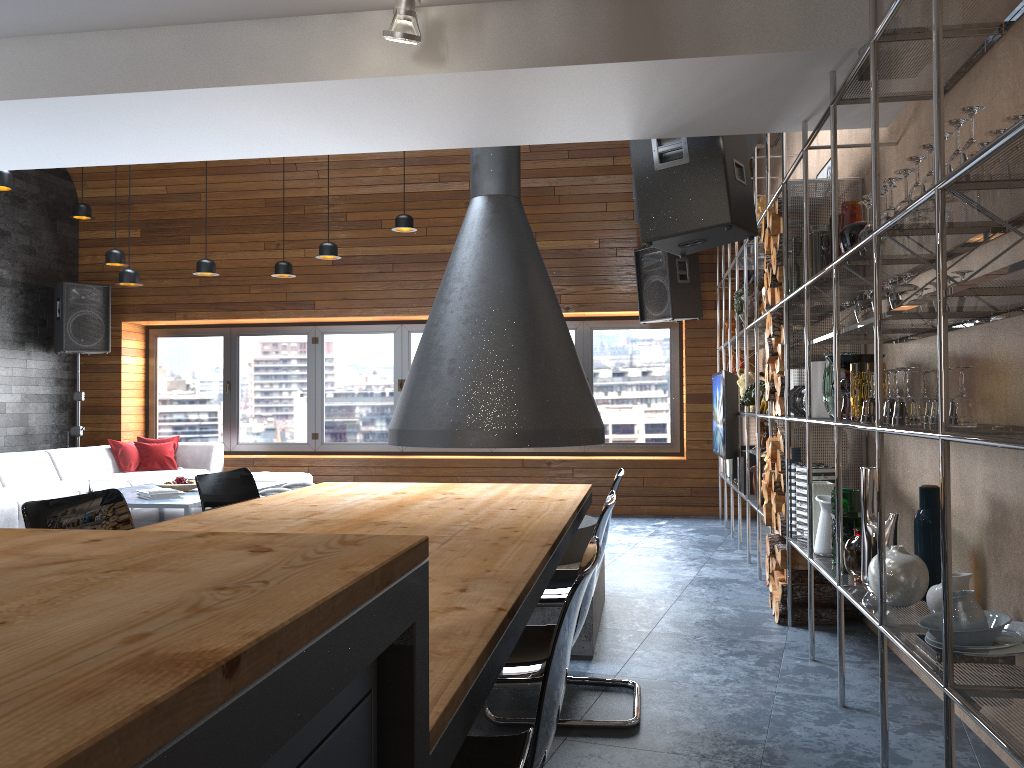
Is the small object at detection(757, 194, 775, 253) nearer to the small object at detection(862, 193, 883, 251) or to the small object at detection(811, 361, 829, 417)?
the small object at detection(811, 361, 829, 417)

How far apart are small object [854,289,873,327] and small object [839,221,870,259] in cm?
23

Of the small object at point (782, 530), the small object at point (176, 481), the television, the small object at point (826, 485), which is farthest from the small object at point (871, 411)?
the small object at point (176, 481)

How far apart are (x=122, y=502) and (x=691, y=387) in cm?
652

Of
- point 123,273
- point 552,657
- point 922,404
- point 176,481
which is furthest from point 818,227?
point 123,273

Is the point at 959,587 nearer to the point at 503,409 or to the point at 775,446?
the point at 775,446

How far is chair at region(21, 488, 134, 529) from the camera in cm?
227

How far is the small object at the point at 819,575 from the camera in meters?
4.3 m

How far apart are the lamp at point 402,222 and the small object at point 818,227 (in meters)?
3.96

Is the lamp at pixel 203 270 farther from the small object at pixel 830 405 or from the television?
the small object at pixel 830 405
